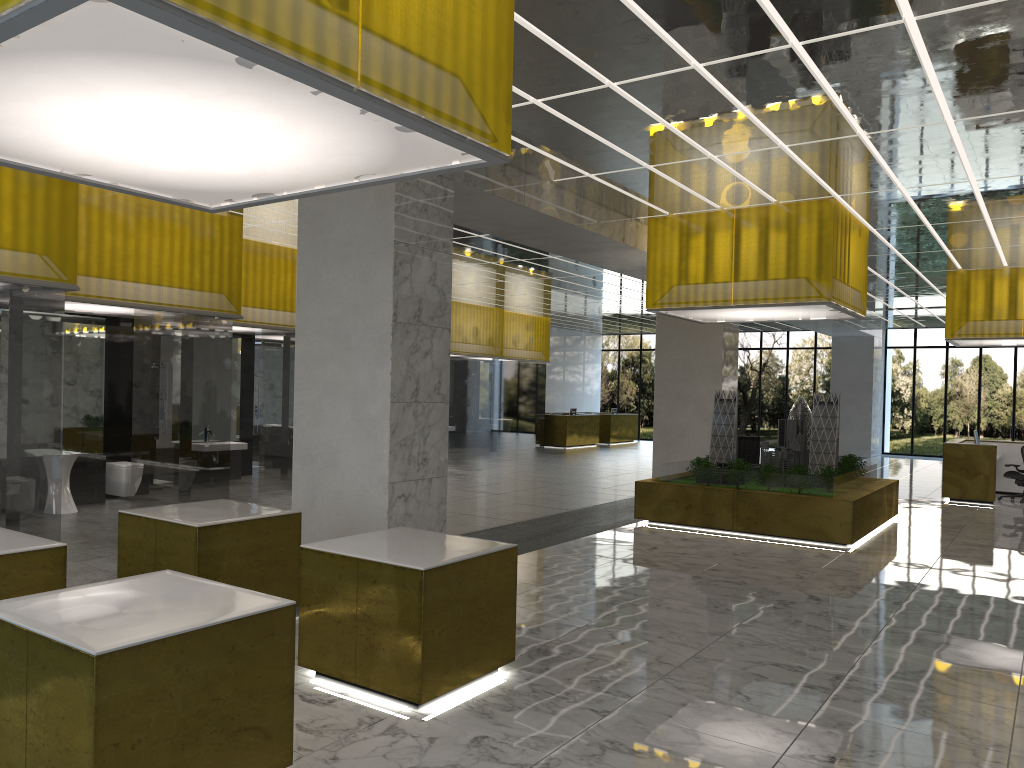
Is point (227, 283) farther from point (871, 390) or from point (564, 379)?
point (871, 390)

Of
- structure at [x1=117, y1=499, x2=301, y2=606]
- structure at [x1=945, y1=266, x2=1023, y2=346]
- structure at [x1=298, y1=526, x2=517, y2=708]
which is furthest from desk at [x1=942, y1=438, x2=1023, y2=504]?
structure at [x1=117, y1=499, x2=301, y2=606]

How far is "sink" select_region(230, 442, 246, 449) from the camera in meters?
20.5 m

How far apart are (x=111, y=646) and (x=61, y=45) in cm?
282

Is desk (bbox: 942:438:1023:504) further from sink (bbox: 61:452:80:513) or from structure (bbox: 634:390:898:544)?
sink (bbox: 61:452:80:513)

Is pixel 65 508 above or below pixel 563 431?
below

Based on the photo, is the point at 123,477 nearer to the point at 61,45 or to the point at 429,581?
the point at 429,581

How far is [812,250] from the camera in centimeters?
1591cm

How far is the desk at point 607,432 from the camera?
45.0 meters

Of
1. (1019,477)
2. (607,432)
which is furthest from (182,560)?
(607,432)
